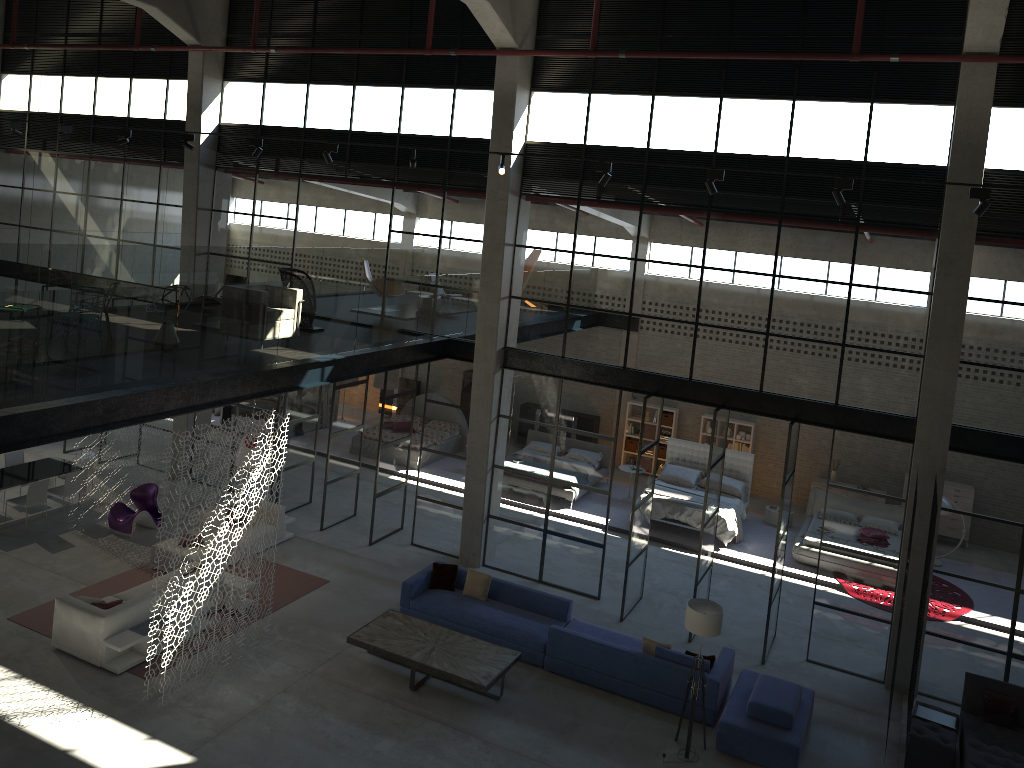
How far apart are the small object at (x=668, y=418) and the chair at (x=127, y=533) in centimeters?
1193cm

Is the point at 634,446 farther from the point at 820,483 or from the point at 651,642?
the point at 651,642

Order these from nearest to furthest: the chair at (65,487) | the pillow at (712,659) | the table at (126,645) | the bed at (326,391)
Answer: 1. the table at (126,645)
2. the pillow at (712,659)
3. the chair at (65,487)
4. the bed at (326,391)

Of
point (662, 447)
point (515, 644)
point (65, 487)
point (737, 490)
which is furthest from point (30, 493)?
point (662, 447)

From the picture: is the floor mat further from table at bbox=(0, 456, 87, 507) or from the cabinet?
the cabinet

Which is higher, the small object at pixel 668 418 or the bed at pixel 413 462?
the small object at pixel 668 418

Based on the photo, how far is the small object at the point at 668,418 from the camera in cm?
2179

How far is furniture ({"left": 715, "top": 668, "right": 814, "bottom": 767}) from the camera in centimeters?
1069cm

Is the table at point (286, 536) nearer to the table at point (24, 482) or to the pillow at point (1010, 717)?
the table at point (24, 482)

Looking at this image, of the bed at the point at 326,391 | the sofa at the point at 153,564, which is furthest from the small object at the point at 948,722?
the bed at the point at 326,391
